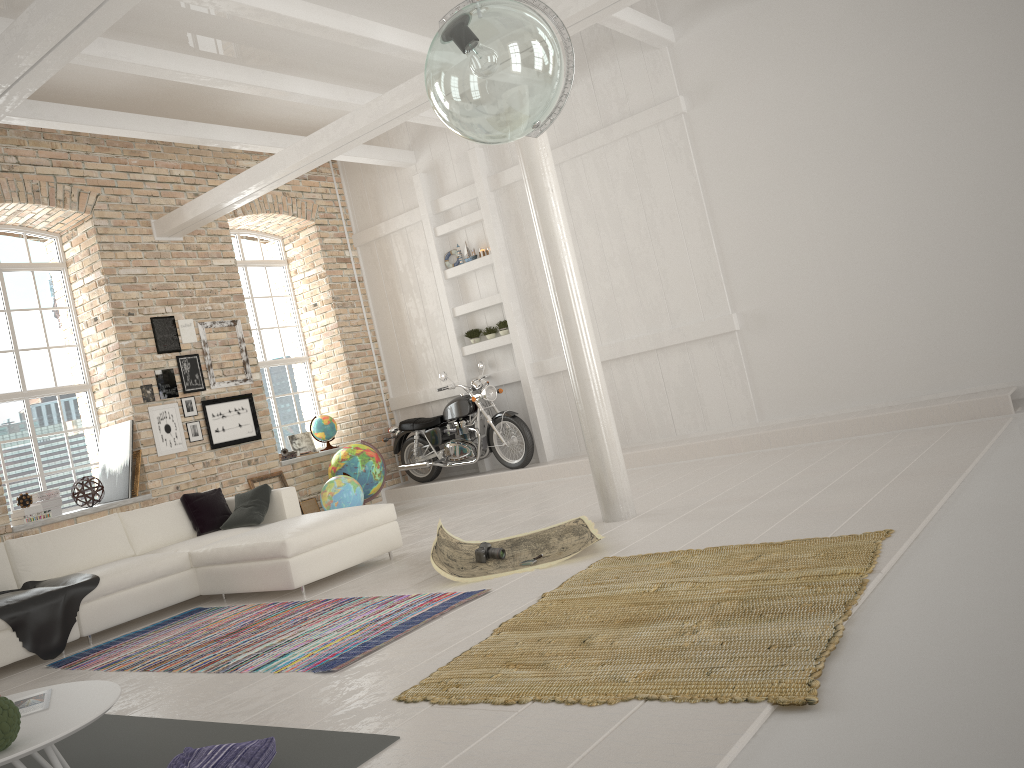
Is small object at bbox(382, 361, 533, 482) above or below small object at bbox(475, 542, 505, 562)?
above

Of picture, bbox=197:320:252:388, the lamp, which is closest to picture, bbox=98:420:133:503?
picture, bbox=197:320:252:388

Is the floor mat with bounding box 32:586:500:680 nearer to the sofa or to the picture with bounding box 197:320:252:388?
the sofa

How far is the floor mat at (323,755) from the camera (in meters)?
2.80

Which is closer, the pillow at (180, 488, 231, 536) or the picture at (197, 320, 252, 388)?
the pillow at (180, 488, 231, 536)

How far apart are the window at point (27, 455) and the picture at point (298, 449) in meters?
2.7

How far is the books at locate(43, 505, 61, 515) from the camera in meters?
8.3

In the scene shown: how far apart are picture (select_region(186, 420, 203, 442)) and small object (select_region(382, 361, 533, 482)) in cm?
276

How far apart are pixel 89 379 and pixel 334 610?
5.1 meters

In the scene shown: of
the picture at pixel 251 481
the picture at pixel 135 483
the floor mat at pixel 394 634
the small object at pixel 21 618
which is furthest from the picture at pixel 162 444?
the floor mat at pixel 394 634
